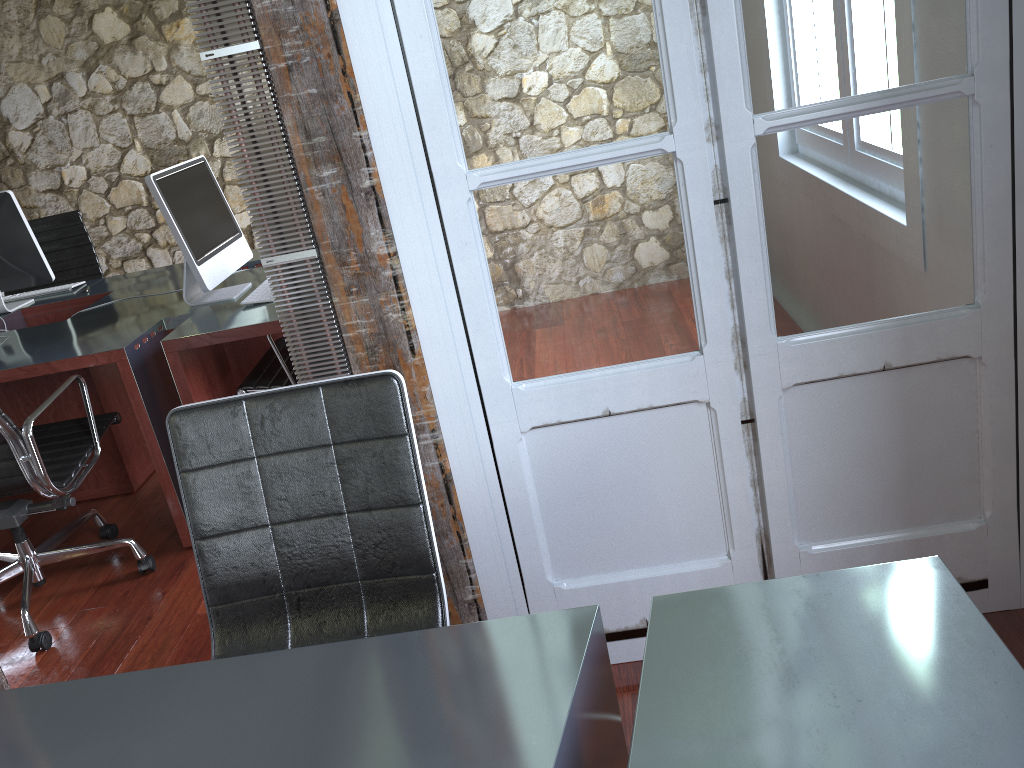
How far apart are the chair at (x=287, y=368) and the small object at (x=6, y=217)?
1.2m

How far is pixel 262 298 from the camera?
3.0 meters

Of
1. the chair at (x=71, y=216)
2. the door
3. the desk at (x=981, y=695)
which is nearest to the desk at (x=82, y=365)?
the chair at (x=71, y=216)

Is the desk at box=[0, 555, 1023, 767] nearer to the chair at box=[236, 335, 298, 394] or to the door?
the door

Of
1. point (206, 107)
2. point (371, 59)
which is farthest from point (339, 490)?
point (206, 107)

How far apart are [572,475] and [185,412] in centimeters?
82cm

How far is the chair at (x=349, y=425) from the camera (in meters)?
1.53

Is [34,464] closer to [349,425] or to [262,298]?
[262,298]

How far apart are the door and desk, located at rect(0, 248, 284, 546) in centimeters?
112cm

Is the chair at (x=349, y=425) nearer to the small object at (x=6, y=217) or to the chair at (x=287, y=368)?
the chair at (x=287, y=368)
